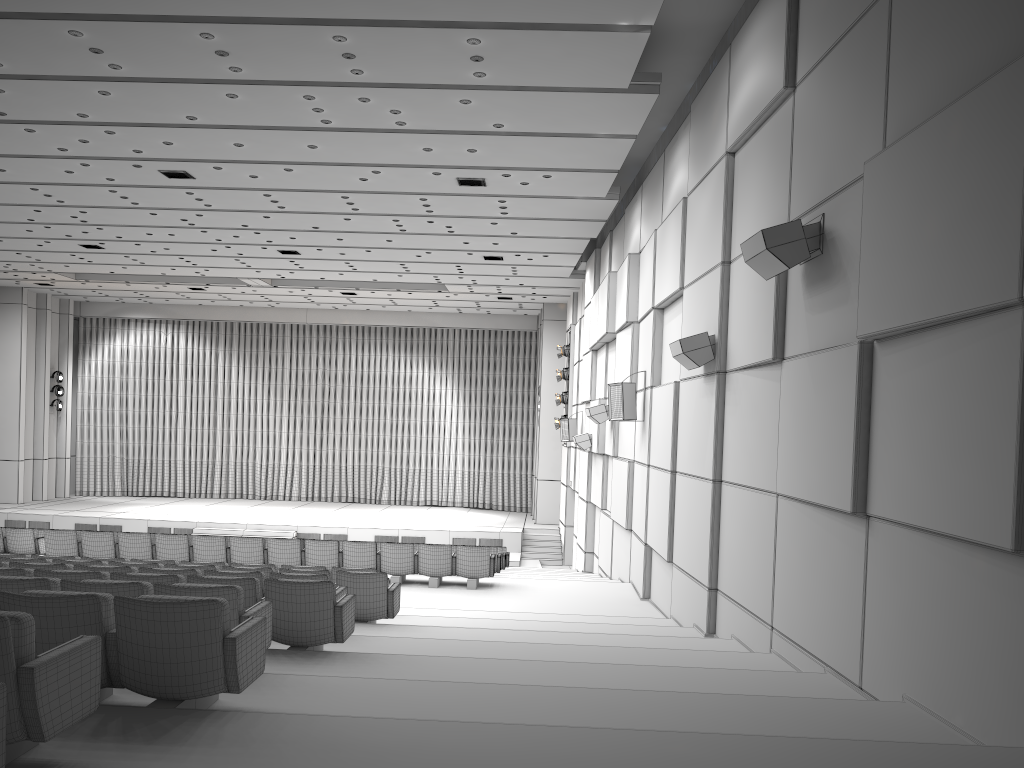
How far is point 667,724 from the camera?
4.3m

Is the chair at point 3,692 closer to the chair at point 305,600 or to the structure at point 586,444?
the chair at point 305,600

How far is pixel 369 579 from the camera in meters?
8.3

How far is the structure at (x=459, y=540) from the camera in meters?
24.0 m

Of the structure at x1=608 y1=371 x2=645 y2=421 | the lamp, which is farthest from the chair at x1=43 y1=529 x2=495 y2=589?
the lamp

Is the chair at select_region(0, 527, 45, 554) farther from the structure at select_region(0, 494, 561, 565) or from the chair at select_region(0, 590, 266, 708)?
the chair at select_region(0, 590, 266, 708)

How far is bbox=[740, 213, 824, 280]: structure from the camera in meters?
6.4 m

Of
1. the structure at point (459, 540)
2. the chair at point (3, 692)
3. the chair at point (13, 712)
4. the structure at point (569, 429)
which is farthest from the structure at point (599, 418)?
the chair at point (3, 692)

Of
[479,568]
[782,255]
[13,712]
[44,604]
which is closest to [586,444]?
[479,568]

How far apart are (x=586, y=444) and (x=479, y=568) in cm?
610
